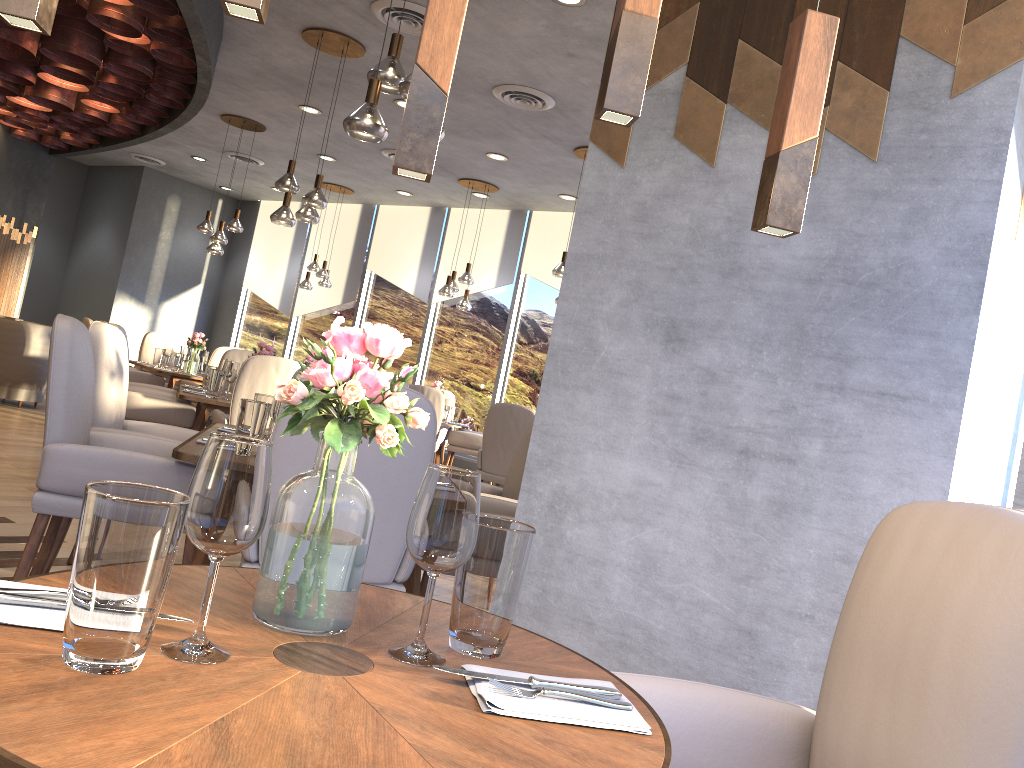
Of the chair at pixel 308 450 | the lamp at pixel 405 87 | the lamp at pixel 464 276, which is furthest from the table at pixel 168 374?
the chair at pixel 308 450

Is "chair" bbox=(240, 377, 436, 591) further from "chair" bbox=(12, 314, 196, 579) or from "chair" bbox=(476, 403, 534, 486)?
"chair" bbox=(476, 403, 534, 486)

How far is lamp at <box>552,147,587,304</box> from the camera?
7.4 meters

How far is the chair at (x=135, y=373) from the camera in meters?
7.9

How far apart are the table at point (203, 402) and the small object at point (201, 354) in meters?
2.9

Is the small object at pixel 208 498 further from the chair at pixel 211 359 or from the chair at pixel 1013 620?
the chair at pixel 211 359

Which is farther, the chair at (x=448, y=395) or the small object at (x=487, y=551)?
the chair at (x=448, y=395)

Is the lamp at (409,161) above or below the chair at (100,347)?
above

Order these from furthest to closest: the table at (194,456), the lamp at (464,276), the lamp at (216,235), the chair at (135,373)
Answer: the lamp at (464,276), the lamp at (216,235), the chair at (135,373), the table at (194,456)

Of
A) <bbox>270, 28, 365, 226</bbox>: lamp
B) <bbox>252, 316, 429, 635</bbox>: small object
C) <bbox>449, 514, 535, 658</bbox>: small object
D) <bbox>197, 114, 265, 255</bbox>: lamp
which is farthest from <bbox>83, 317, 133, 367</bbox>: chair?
<bbox>449, 514, 535, 658</bbox>: small object
